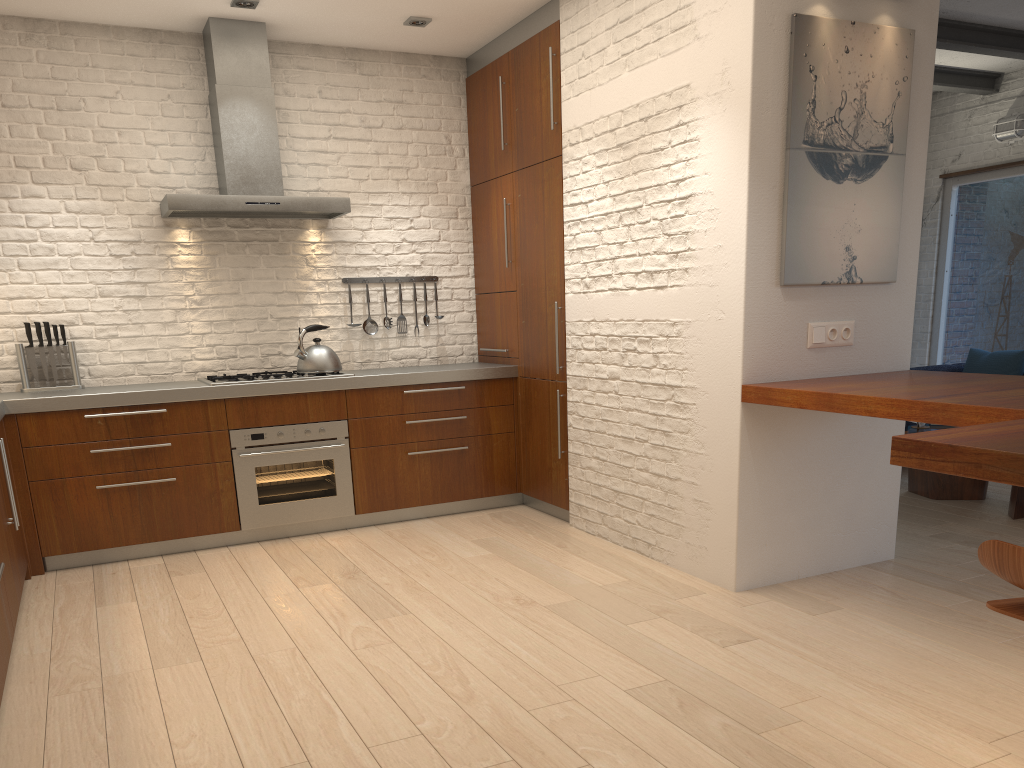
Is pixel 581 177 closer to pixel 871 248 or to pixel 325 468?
pixel 871 248

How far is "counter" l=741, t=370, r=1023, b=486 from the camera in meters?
2.0

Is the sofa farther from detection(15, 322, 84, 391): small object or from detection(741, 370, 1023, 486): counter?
detection(15, 322, 84, 391): small object

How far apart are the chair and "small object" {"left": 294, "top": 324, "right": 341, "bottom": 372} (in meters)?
3.95

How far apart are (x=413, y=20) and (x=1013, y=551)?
4.48m

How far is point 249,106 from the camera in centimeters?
509cm

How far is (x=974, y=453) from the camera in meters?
2.0

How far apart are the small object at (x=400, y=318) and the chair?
4.47m

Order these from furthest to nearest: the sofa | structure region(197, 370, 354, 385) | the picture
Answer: the sofa
structure region(197, 370, 354, 385)
the picture

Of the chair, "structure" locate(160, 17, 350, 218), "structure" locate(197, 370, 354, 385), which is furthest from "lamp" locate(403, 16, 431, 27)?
the chair
